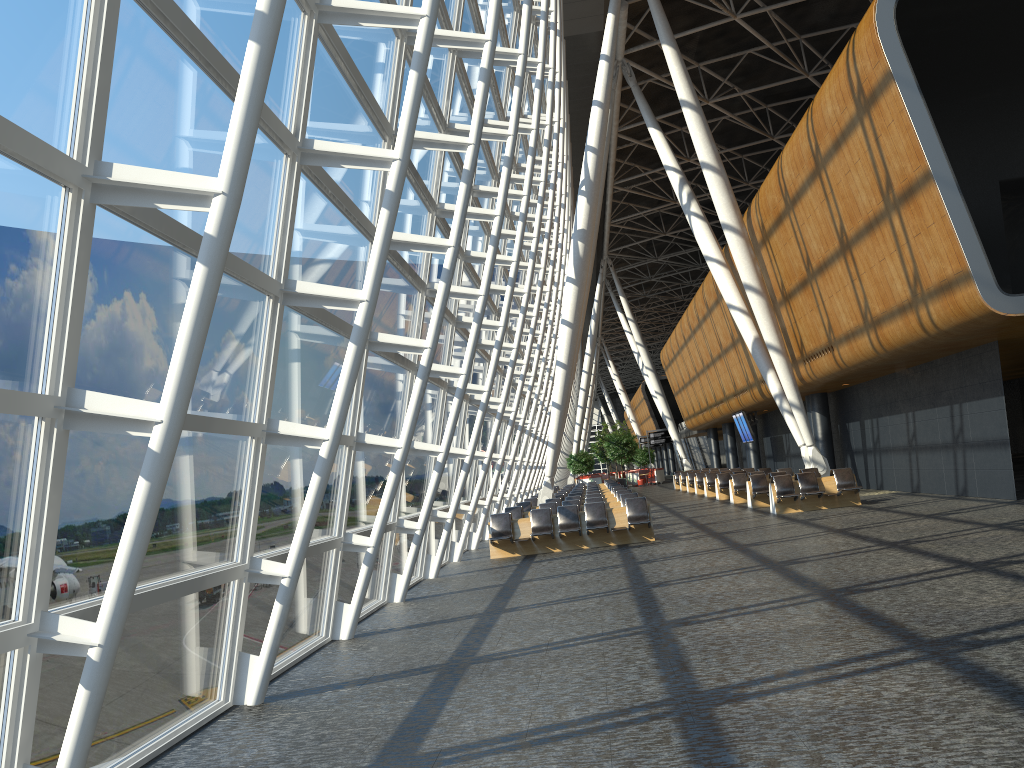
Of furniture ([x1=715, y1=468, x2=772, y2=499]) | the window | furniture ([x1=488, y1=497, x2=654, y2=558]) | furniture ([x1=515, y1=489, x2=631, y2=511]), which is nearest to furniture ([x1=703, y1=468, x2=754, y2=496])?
furniture ([x1=715, y1=468, x2=772, y2=499])

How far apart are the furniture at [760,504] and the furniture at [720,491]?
5.2m

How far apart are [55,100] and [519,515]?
16.9 meters

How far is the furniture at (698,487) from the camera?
34.78m

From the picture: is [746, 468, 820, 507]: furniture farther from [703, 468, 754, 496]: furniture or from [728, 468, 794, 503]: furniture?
[703, 468, 754, 496]: furniture

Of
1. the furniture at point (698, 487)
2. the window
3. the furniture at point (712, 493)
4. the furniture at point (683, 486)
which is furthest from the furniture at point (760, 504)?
the furniture at point (683, 486)

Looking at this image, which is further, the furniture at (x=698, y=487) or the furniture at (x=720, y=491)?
the furniture at (x=698, y=487)

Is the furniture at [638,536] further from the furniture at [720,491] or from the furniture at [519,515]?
the furniture at [720,491]

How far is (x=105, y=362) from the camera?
4.8m

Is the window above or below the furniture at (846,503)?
above
